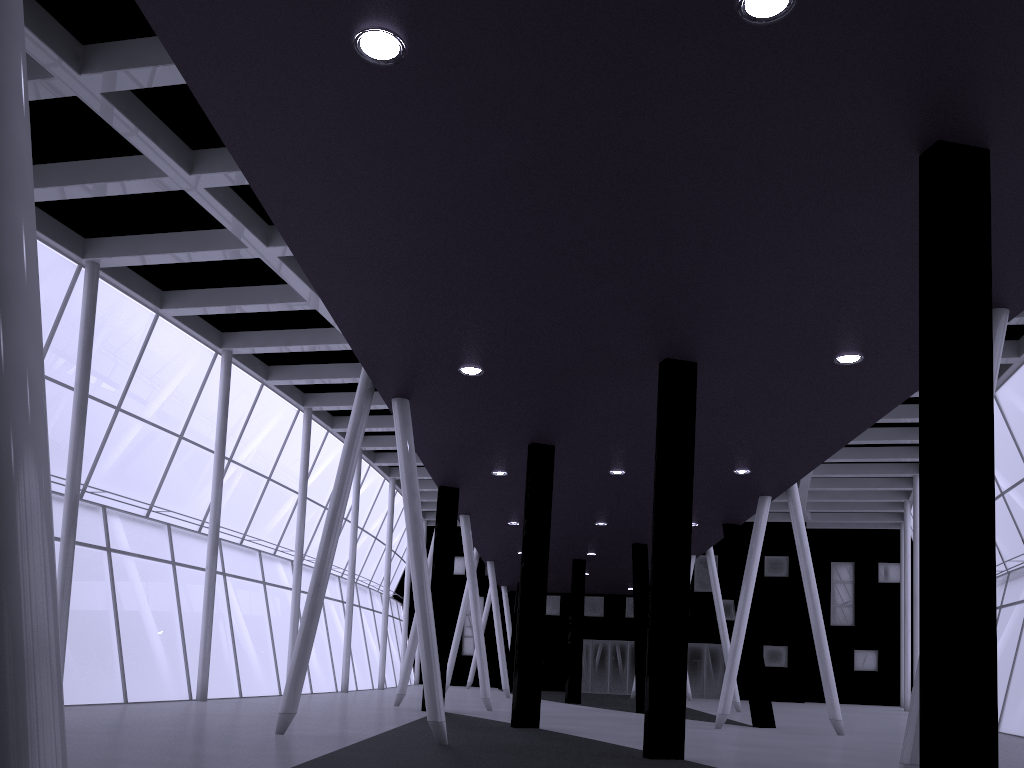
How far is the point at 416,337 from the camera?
17.2m
